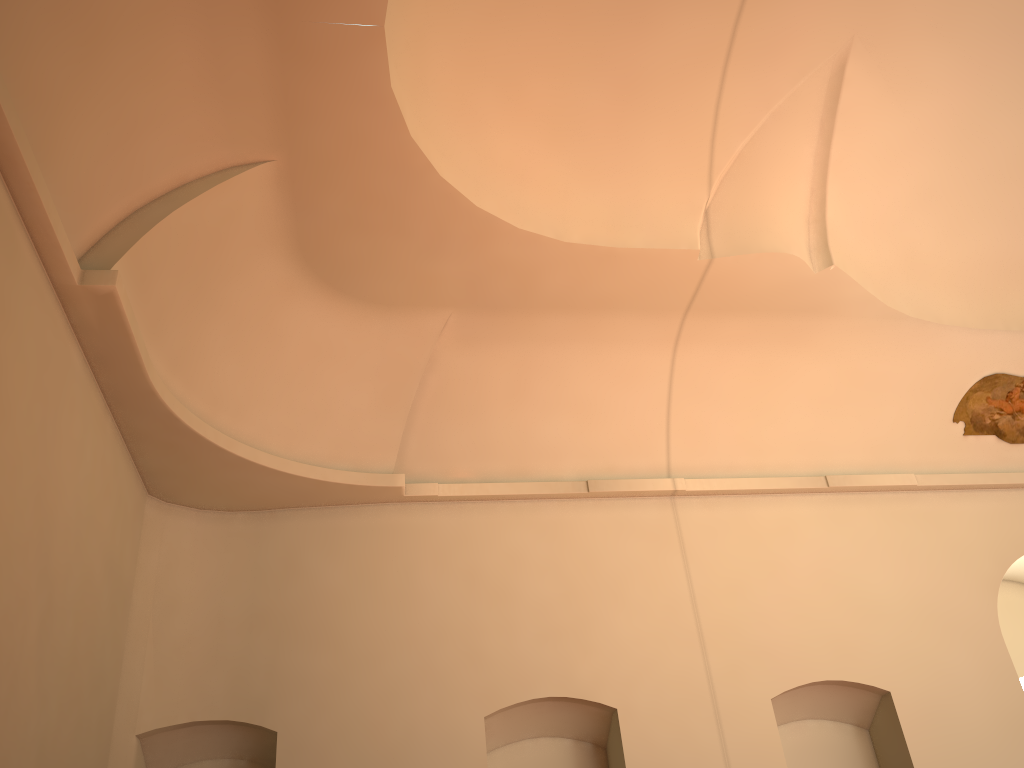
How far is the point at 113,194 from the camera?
6.6 meters
